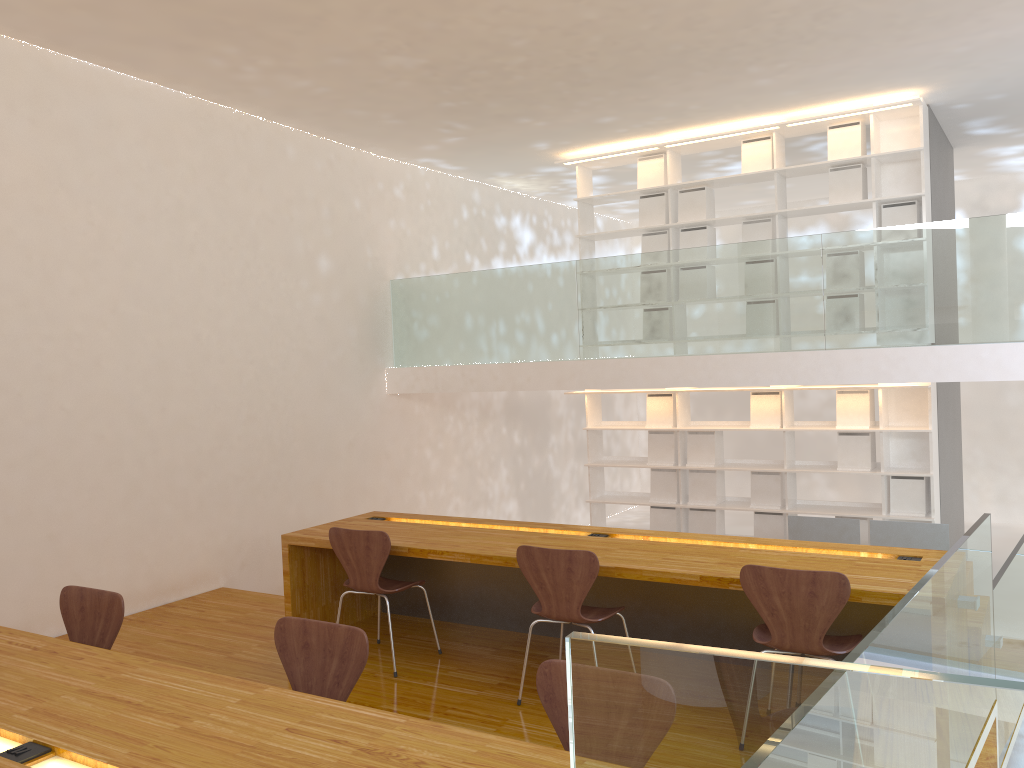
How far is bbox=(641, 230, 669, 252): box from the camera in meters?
7.6

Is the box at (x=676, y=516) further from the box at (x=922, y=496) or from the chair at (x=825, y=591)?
the chair at (x=825, y=591)

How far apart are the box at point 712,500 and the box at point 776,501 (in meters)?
0.32

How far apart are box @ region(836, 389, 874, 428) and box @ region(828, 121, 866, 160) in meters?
1.8

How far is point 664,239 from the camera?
7.6m

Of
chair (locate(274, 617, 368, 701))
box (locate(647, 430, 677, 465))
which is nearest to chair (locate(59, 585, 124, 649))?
chair (locate(274, 617, 368, 701))

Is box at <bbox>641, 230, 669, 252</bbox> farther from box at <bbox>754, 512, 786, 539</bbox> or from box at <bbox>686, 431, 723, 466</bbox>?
box at <bbox>754, 512, 786, 539</bbox>

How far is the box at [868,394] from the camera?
6.8 meters

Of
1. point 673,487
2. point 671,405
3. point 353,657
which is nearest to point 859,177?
point 671,405

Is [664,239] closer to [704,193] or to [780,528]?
[704,193]
